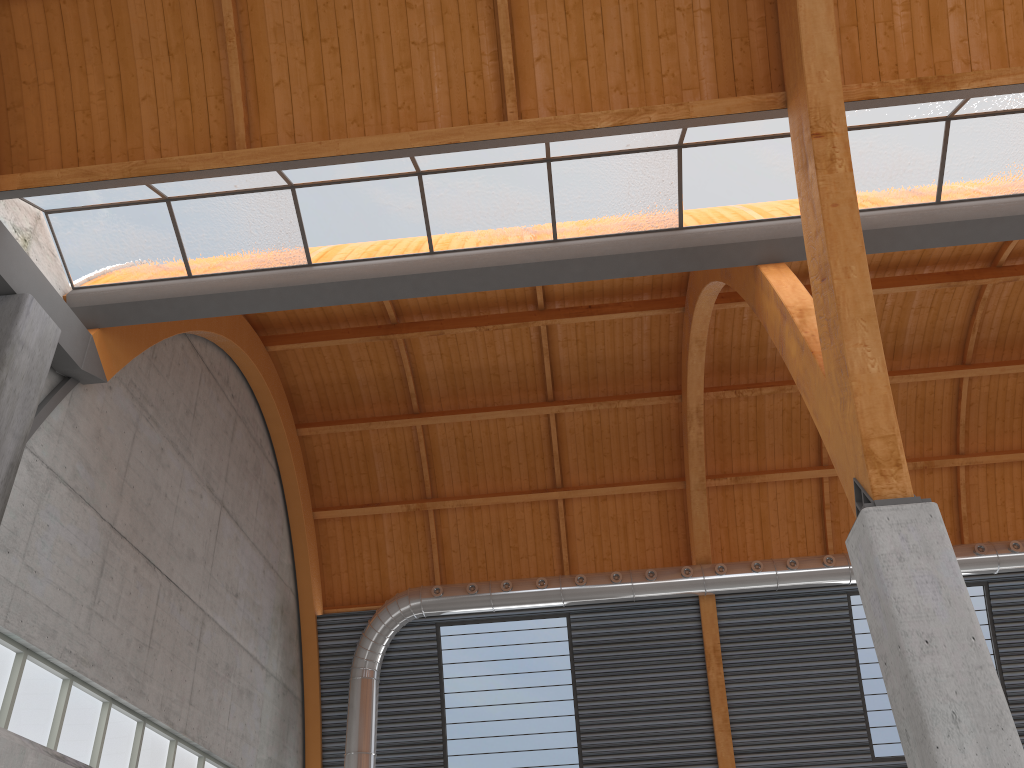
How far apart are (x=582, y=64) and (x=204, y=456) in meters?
18.1

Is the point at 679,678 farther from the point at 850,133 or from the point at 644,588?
the point at 850,133
